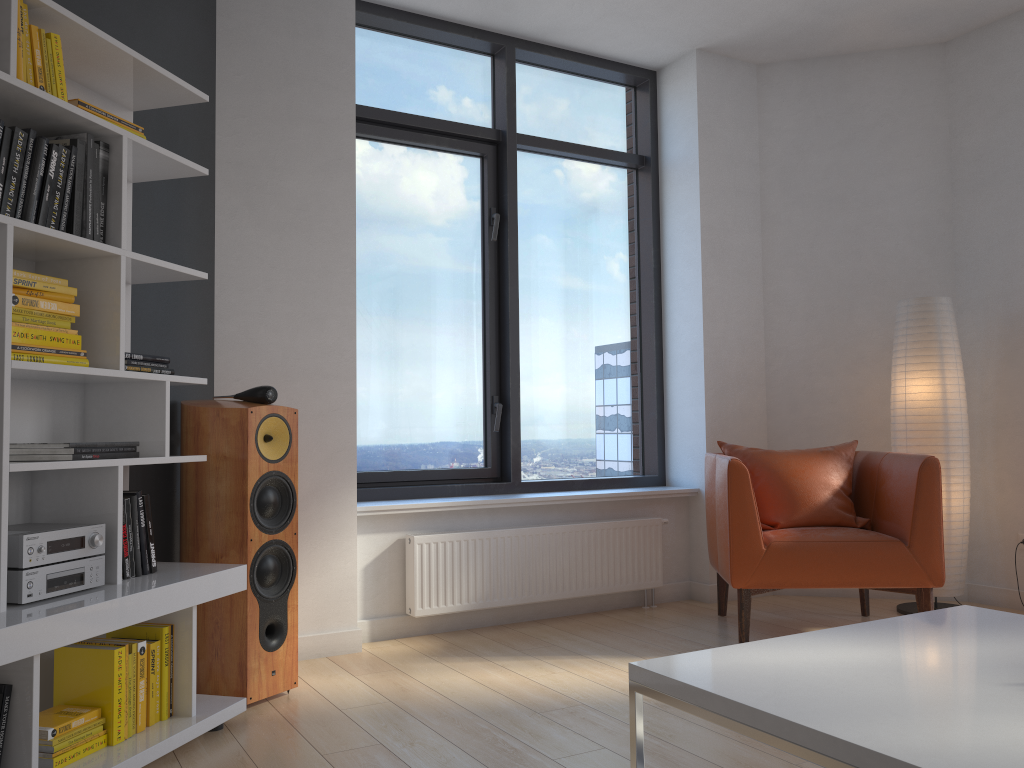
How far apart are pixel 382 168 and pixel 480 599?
2.1m

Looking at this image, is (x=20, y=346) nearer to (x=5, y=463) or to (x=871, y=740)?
(x=5, y=463)

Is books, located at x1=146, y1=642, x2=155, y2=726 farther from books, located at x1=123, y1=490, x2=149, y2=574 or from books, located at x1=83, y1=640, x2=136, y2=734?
books, located at x1=123, y1=490, x2=149, y2=574

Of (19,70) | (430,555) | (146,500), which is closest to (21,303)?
(19,70)

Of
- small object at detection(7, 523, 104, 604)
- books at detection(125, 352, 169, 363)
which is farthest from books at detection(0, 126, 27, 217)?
small object at detection(7, 523, 104, 604)

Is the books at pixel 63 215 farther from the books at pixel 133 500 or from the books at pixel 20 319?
the books at pixel 133 500

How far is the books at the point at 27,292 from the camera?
2.3m

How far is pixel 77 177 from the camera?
2.4 meters

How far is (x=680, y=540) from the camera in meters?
4.8

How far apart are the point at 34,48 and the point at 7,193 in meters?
0.4 m
